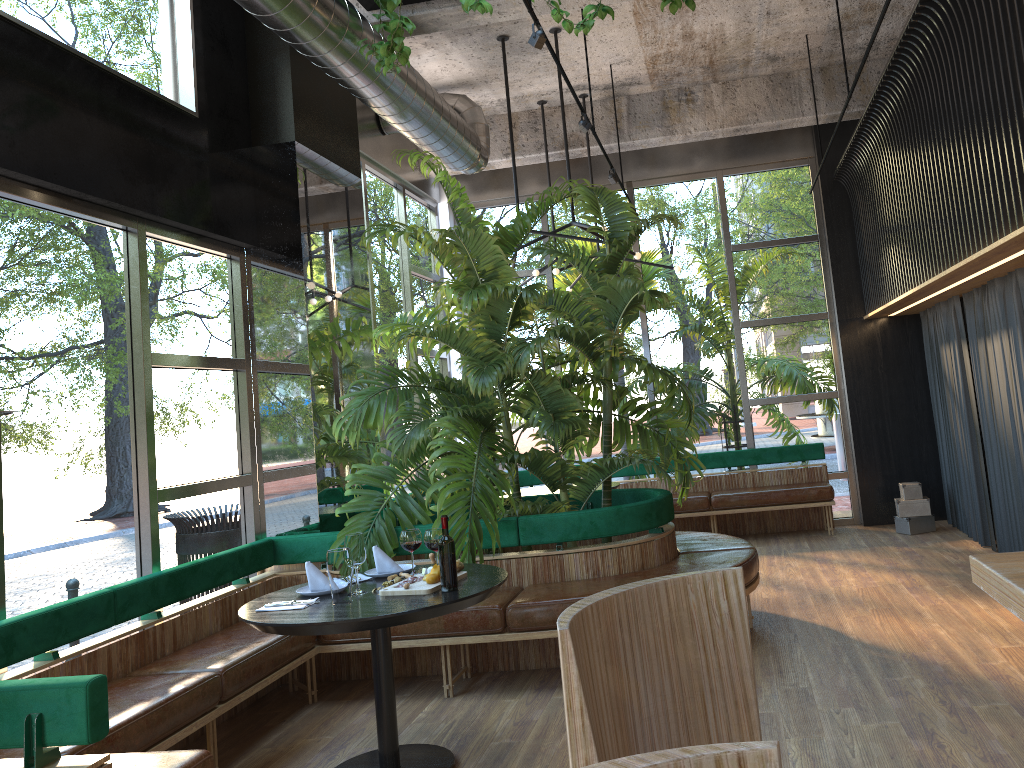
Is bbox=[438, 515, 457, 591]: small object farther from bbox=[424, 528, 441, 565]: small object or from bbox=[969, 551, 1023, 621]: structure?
bbox=[969, 551, 1023, 621]: structure

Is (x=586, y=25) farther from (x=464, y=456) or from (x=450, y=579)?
(x=450, y=579)

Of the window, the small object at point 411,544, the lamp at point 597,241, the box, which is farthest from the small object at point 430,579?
the box

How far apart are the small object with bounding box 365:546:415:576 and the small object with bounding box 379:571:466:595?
0.4m

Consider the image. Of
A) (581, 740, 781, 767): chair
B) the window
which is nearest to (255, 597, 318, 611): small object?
the window

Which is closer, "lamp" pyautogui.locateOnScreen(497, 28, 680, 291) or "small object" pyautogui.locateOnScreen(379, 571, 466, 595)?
"small object" pyautogui.locateOnScreen(379, 571, 466, 595)

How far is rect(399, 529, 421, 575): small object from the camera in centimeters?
414cm

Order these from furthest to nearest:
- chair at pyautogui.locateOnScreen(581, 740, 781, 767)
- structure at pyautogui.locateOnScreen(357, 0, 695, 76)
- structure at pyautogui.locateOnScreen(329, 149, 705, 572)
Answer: structure at pyautogui.locateOnScreen(329, 149, 705, 572)
structure at pyautogui.locateOnScreen(357, 0, 695, 76)
chair at pyautogui.locateOnScreen(581, 740, 781, 767)

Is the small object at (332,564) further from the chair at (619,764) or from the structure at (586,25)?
the chair at (619,764)

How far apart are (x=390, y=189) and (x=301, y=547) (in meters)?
4.13
